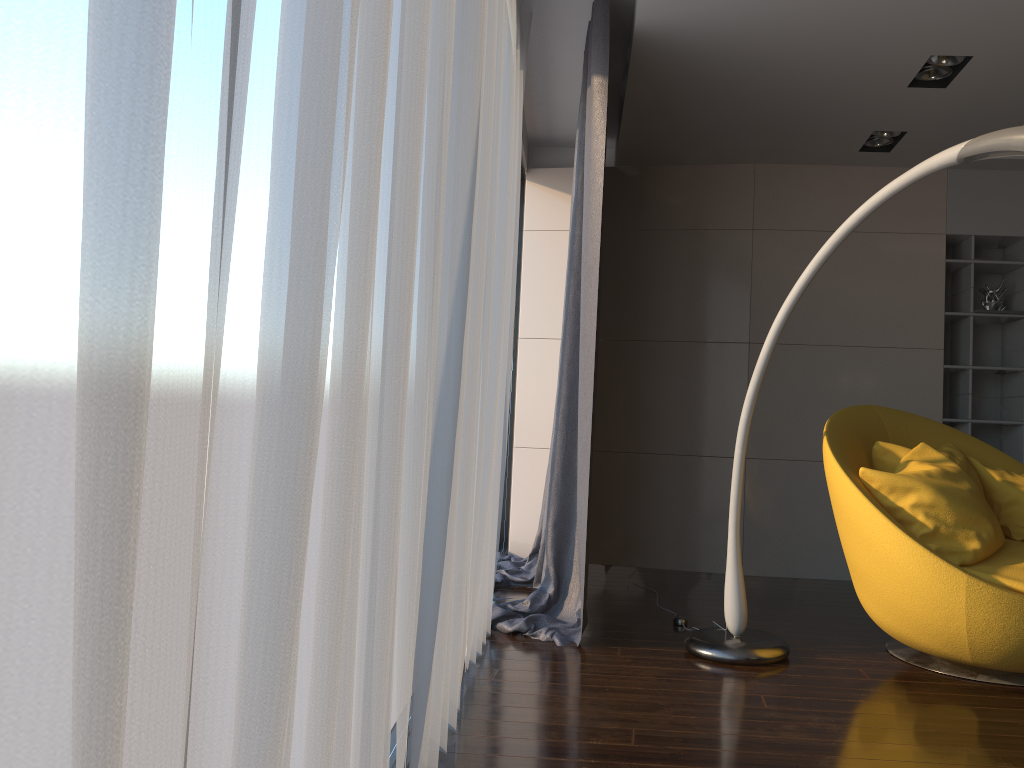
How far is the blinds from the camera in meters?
0.5 m

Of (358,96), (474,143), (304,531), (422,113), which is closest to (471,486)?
(474,143)

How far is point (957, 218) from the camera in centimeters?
510cm

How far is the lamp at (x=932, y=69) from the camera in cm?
382

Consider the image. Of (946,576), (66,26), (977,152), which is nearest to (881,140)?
(977,152)

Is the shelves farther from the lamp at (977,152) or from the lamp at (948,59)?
the lamp at (977,152)

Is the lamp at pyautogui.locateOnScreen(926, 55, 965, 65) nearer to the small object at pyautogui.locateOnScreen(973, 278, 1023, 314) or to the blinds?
the blinds

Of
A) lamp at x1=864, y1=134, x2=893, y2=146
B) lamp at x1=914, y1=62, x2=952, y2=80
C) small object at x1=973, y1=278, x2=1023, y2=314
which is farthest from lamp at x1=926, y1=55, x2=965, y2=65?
small object at x1=973, y1=278, x2=1023, y2=314

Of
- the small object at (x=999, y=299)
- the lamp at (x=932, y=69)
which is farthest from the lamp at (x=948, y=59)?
the small object at (x=999, y=299)

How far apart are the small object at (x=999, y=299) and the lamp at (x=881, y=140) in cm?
111
